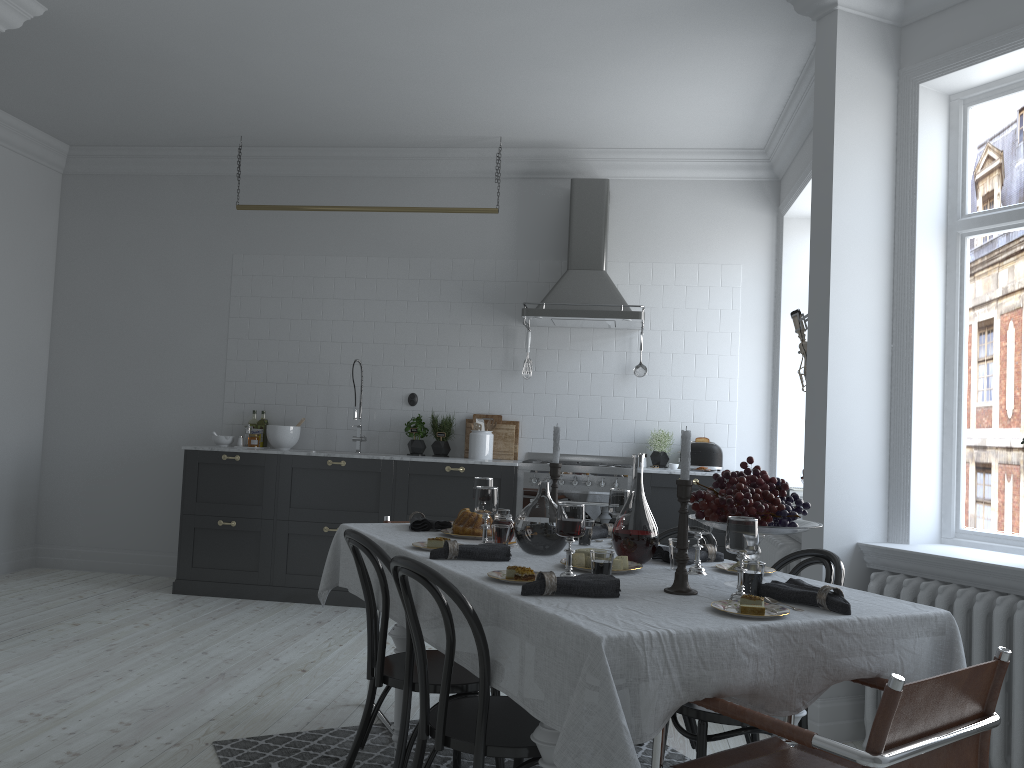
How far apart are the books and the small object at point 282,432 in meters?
3.5 m

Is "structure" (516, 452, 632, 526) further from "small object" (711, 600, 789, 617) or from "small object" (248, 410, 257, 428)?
"small object" (711, 600, 789, 617)

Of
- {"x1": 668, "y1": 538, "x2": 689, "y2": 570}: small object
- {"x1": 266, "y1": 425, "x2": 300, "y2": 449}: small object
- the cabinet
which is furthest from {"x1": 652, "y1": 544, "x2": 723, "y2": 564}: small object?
{"x1": 266, "y1": 425, "x2": 300, "y2": 449}: small object

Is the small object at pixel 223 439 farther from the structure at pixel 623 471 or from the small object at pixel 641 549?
the small object at pixel 641 549

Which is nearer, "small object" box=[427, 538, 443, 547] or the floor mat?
"small object" box=[427, 538, 443, 547]

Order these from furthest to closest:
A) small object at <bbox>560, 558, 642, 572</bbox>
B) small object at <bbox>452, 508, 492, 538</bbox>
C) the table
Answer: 1. small object at <bbox>452, 508, 492, 538</bbox>
2. small object at <bbox>560, 558, 642, 572</bbox>
3. the table

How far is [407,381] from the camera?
6.7 meters

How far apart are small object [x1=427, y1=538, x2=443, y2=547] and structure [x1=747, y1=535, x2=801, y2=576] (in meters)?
2.36

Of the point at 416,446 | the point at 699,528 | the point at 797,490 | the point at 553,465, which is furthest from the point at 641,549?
the point at 416,446

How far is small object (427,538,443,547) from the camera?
2.98m
